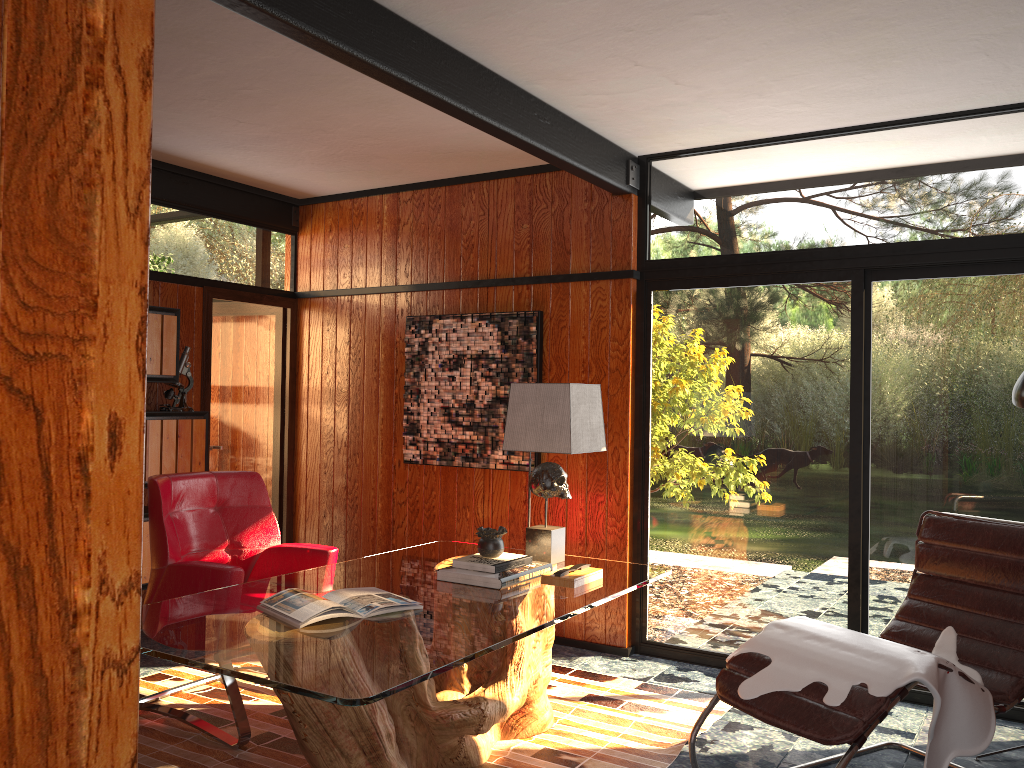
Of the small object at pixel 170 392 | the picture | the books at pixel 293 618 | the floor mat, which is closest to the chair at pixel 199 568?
the floor mat

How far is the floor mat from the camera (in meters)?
3.18

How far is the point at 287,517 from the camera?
5.7m

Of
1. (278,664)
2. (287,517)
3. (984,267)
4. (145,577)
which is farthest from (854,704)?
(287,517)

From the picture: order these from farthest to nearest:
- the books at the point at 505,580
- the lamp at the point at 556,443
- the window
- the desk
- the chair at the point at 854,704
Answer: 1. the window
2. the lamp at the point at 556,443
3. the books at the point at 505,580
4. the chair at the point at 854,704
5. the desk

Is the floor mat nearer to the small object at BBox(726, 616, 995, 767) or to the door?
the small object at BBox(726, 616, 995, 767)

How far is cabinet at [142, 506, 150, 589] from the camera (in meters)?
4.48

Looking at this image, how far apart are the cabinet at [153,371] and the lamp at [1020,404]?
3.85m

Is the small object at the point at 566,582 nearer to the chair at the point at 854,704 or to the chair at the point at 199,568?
the chair at the point at 854,704

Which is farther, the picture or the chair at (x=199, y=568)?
the picture
